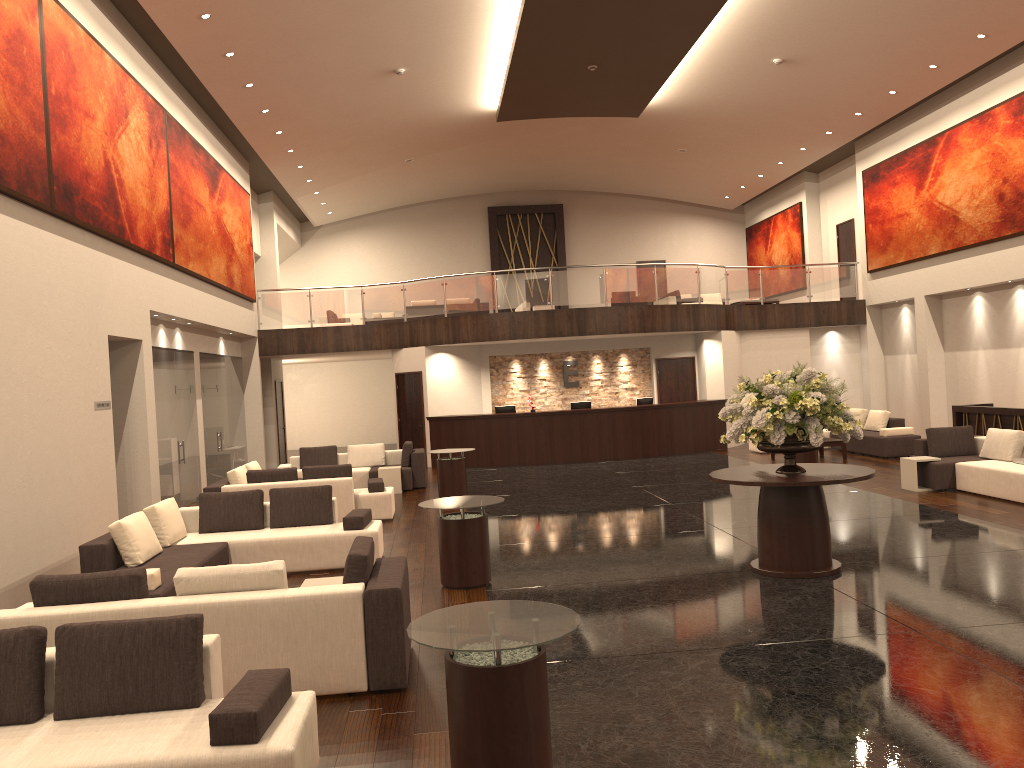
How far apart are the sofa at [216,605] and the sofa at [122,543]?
1.00m

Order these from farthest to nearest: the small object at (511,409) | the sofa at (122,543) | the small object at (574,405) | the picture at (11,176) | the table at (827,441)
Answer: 1. the small object at (511,409)
2. the small object at (574,405)
3. the table at (827,441)
4. the picture at (11,176)
5. the sofa at (122,543)

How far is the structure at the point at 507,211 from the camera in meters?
29.4 m

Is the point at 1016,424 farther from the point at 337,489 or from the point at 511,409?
the point at 337,489

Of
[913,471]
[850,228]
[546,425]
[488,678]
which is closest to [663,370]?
[546,425]

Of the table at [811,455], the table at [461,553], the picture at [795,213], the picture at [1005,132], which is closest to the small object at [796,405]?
the table at [461,553]

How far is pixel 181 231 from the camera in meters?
14.7

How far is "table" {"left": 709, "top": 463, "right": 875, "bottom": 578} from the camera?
8.0 meters

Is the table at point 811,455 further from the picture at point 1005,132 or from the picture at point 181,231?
the picture at point 181,231

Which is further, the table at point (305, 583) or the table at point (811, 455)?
the table at point (811, 455)
